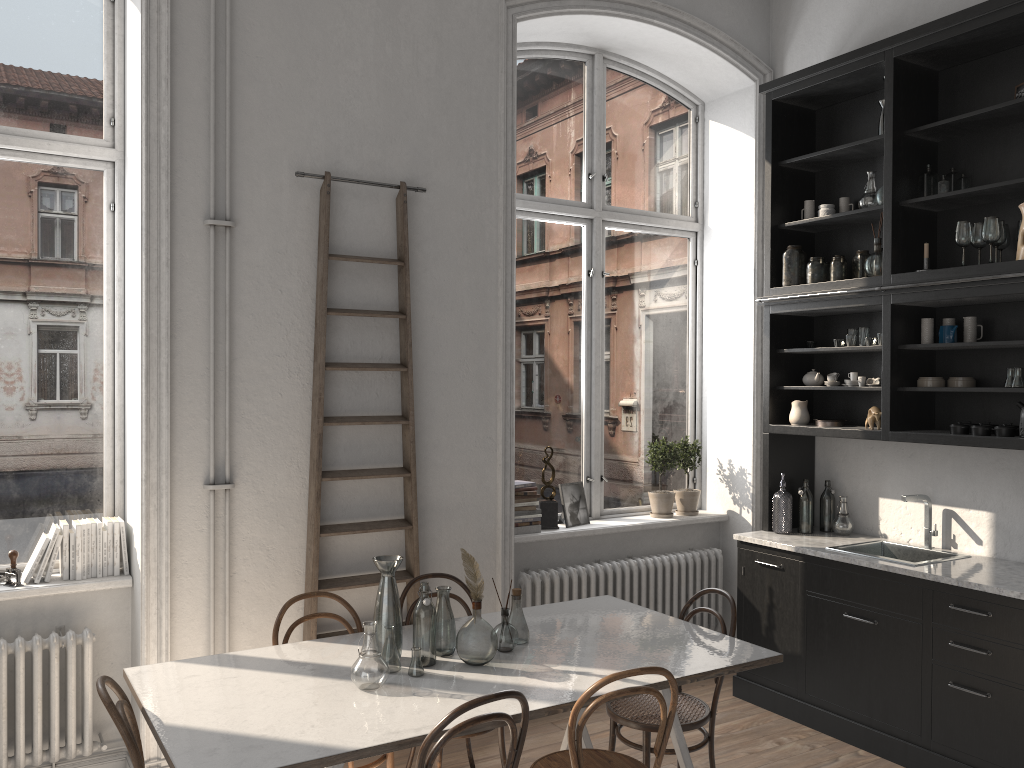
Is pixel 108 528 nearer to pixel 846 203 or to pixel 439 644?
pixel 439 644

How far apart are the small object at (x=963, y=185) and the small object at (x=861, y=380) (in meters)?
1.10

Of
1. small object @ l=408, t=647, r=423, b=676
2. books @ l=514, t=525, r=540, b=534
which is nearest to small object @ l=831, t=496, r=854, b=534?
books @ l=514, t=525, r=540, b=534

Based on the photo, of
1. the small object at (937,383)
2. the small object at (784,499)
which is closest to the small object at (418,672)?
the small object at (784,499)

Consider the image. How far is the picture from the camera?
5.3 meters

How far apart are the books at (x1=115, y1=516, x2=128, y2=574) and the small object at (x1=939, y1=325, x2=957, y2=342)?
4.05m

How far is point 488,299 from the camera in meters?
4.7

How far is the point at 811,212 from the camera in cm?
518

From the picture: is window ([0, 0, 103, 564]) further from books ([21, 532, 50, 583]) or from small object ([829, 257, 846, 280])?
small object ([829, 257, 846, 280])

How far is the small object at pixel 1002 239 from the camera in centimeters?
419cm
